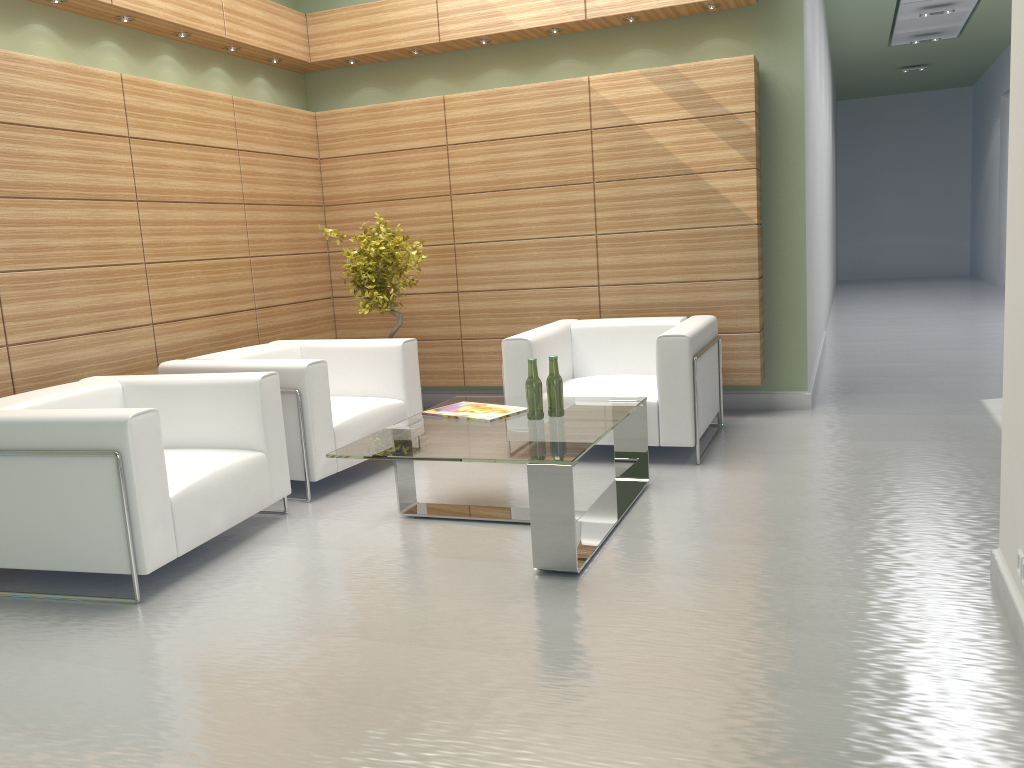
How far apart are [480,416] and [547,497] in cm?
153

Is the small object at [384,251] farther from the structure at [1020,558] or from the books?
the structure at [1020,558]

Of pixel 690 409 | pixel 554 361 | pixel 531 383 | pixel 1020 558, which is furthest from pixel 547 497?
pixel 690 409

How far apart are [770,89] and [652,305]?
2.7 meters

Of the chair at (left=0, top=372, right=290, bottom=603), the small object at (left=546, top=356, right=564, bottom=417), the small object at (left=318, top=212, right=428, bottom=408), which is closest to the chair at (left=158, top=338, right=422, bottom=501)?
the chair at (left=0, top=372, right=290, bottom=603)

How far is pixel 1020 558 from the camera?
4.4m

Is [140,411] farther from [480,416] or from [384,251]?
[384,251]

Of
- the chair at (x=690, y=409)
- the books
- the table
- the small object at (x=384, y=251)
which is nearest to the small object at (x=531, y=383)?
the table

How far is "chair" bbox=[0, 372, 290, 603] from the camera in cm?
560

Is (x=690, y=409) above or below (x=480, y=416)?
below
